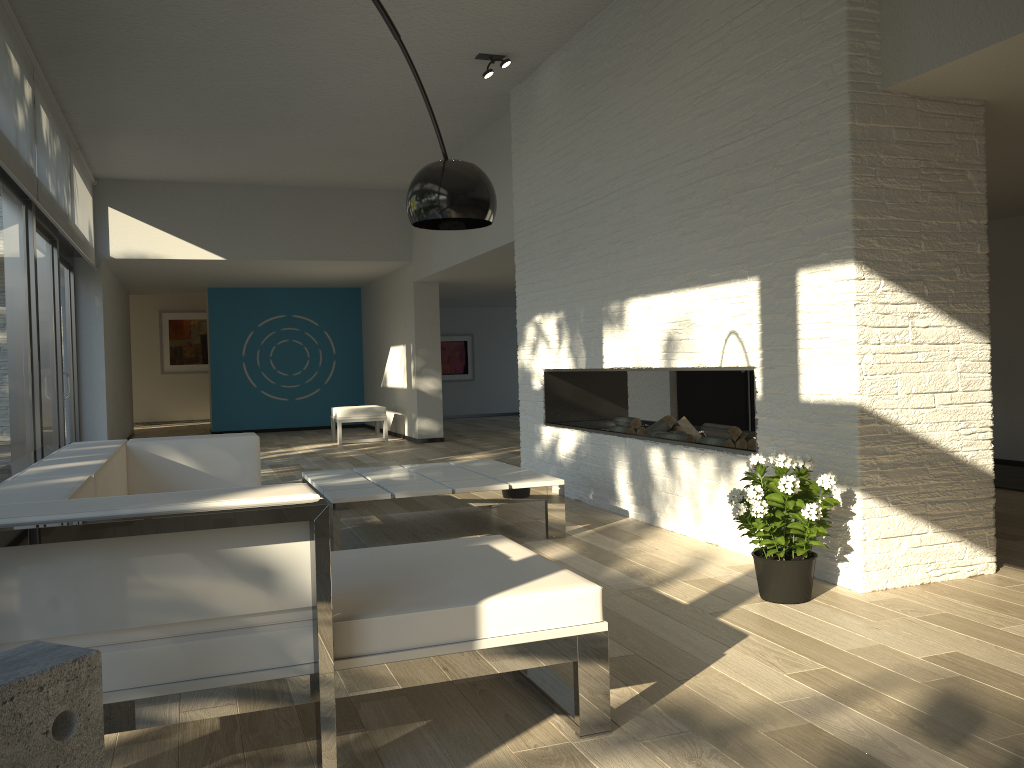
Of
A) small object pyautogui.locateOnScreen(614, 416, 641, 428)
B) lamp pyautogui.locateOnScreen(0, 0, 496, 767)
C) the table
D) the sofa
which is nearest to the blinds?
the sofa

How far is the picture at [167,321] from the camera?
16.5m

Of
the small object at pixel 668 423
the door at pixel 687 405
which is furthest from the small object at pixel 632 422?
the door at pixel 687 405

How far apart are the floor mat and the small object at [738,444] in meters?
2.4

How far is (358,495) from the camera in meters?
4.4 m

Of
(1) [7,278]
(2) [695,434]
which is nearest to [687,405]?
(2) [695,434]

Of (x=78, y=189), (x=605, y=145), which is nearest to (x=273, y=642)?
(x=605, y=145)

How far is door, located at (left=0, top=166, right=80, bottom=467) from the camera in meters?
5.2

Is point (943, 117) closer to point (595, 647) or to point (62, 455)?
point (595, 647)

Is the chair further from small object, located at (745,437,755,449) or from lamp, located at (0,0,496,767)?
lamp, located at (0,0,496,767)
